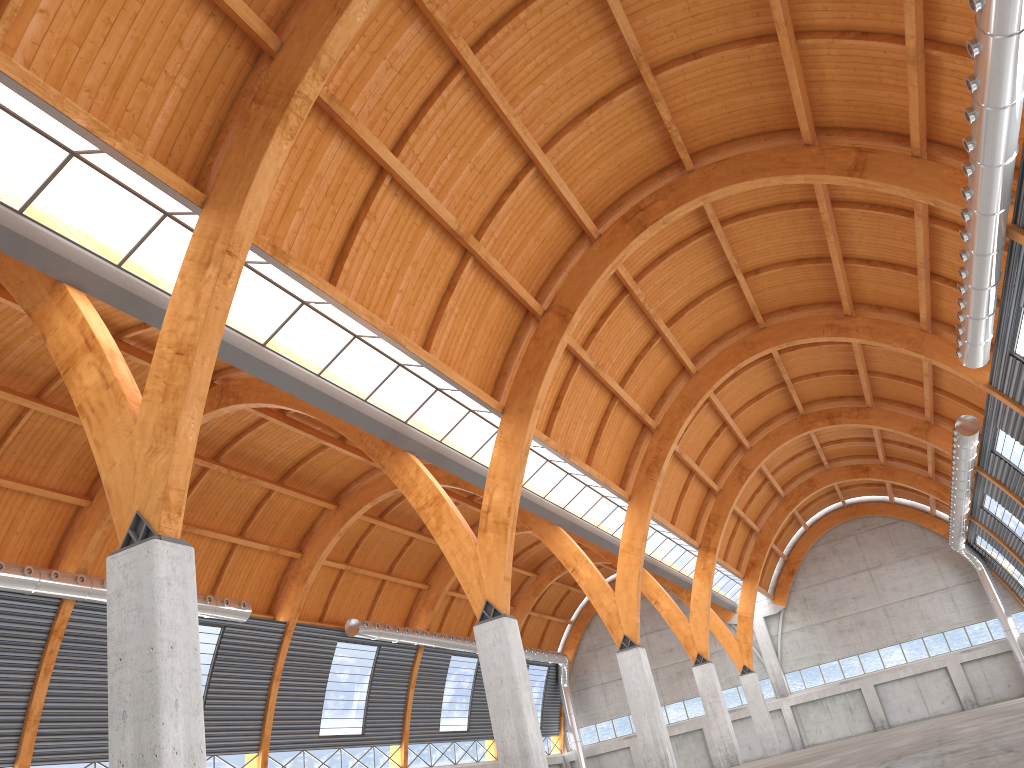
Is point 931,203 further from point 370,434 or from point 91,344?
point 91,344
